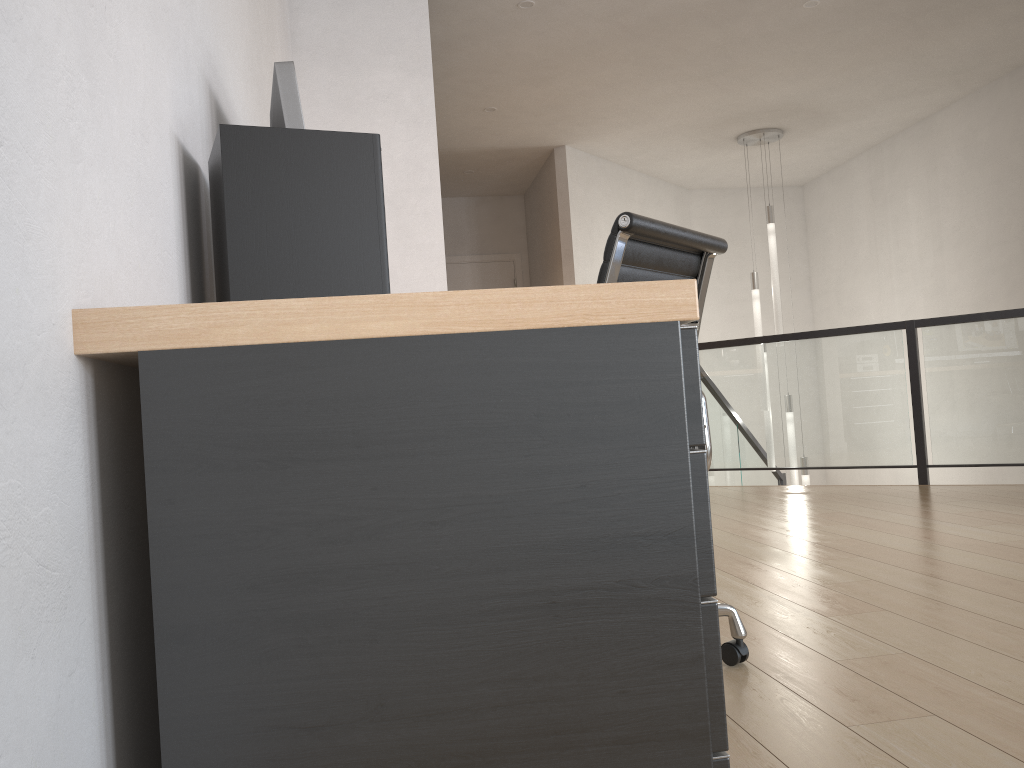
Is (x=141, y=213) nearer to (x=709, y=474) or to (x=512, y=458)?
(x=512, y=458)

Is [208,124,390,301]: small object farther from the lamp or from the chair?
the lamp

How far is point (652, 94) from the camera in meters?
6.0 m

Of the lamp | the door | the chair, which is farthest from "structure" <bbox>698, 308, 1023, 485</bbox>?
the chair

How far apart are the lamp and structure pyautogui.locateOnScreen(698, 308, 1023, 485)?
0.3m

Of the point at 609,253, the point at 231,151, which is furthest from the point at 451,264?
the point at 231,151

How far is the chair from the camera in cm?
171

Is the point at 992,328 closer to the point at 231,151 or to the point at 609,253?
the point at 609,253

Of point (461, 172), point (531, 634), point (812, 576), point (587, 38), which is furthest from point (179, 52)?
point (461, 172)

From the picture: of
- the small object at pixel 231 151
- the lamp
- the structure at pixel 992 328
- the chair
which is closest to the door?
the lamp
